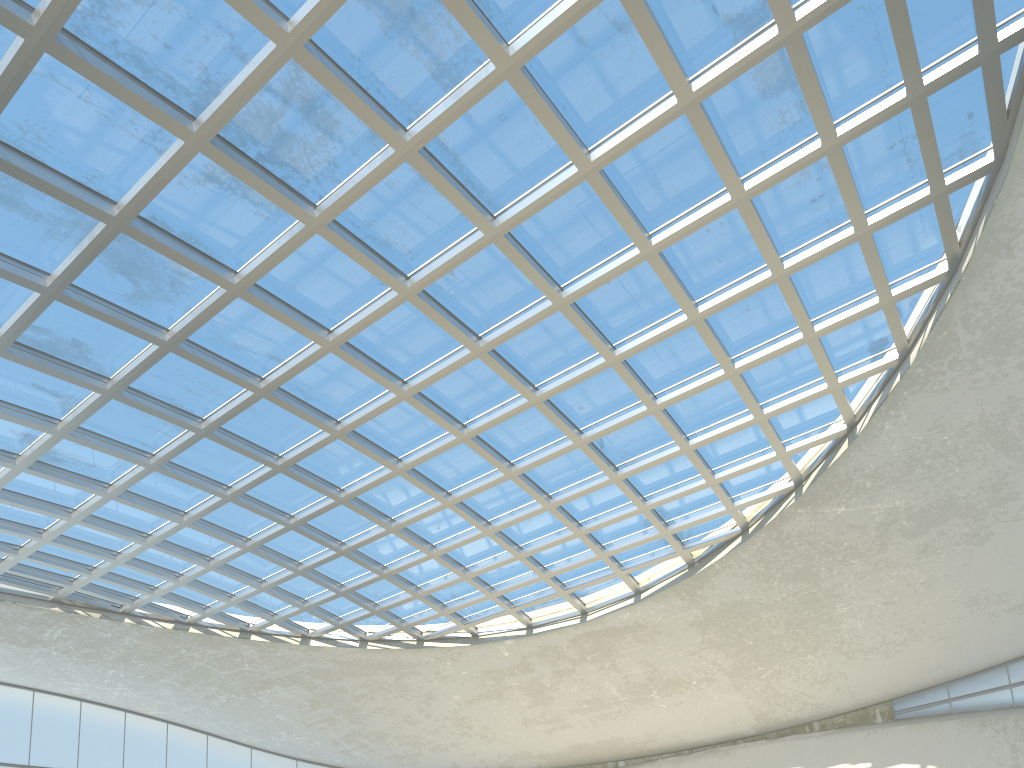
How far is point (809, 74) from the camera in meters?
37.2
